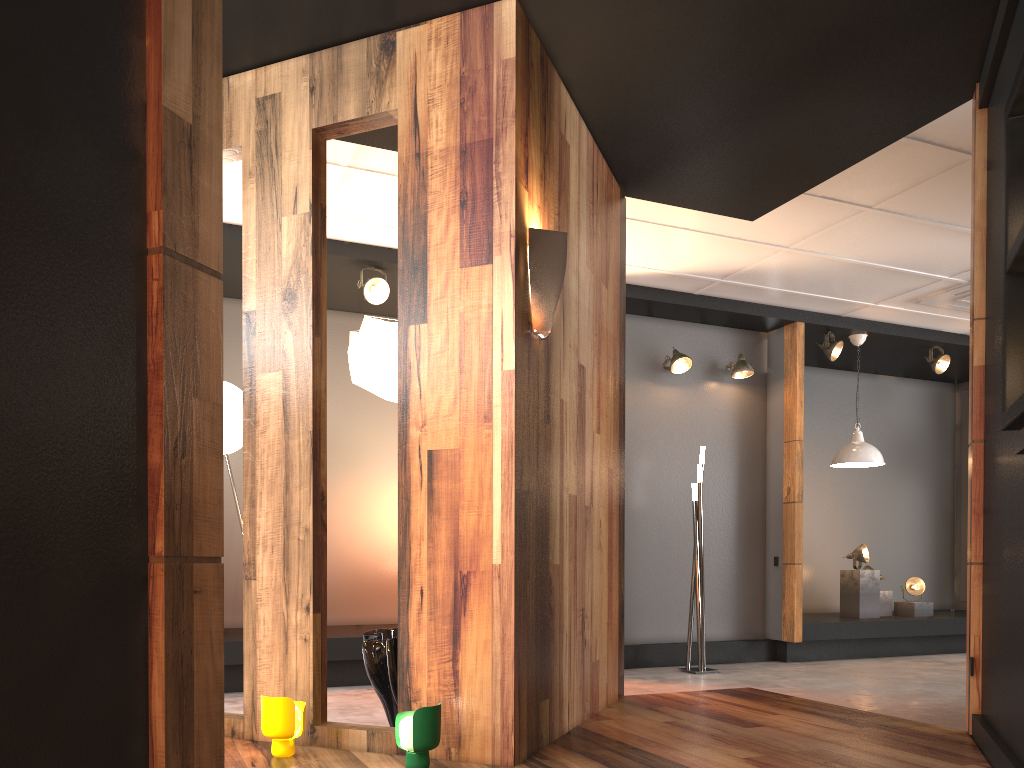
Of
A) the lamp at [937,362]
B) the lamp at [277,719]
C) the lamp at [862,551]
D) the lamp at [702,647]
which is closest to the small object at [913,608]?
the lamp at [862,551]

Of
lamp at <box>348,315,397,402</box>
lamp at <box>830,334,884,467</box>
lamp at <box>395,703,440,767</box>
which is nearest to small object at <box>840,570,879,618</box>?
lamp at <box>830,334,884,467</box>

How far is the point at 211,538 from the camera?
1.56m

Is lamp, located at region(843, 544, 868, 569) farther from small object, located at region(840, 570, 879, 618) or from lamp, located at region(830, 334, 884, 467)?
lamp, located at region(830, 334, 884, 467)

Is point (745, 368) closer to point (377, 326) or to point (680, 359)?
point (680, 359)

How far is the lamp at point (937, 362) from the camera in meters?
8.2 m

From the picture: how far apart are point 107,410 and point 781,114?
3.7m

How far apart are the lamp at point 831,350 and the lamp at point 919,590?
2.3 meters

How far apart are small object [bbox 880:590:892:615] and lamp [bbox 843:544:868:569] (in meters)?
0.47

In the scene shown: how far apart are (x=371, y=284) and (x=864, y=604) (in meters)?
5.30
